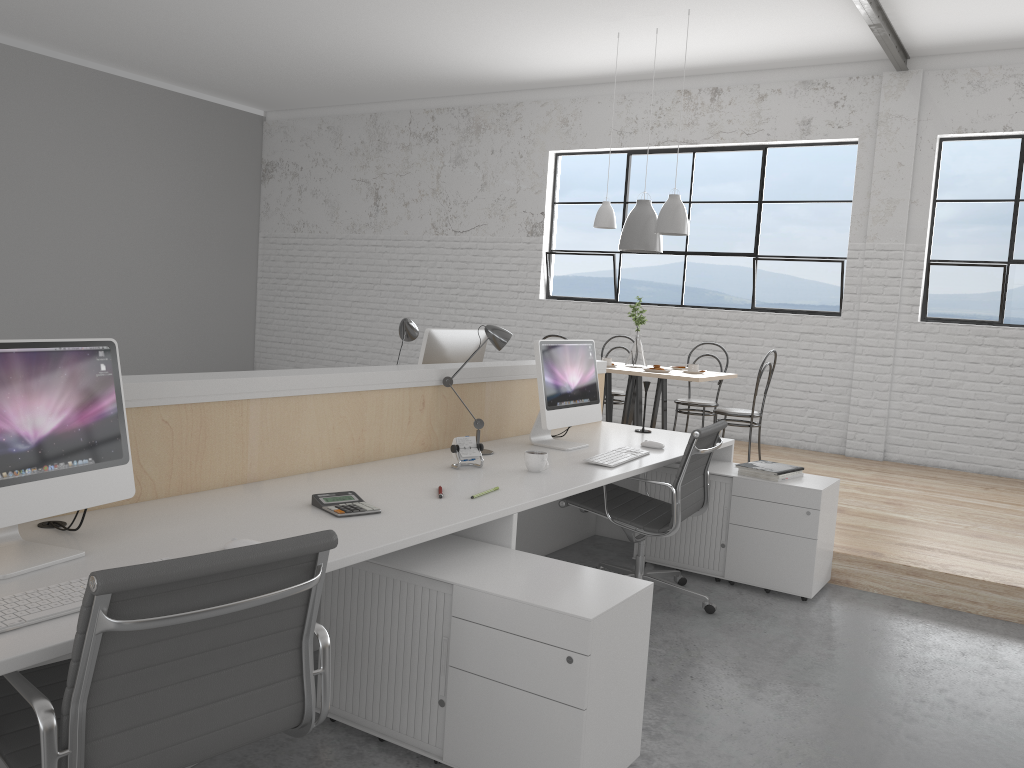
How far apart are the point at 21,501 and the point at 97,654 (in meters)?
0.45

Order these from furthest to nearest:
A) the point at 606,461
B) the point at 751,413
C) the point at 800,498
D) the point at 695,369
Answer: the point at 695,369
the point at 751,413
the point at 800,498
the point at 606,461

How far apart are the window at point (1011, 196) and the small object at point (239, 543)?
5.1 meters

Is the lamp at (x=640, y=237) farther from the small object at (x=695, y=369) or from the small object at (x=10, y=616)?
the small object at (x=10, y=616)

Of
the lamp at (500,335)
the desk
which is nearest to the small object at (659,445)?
the desk

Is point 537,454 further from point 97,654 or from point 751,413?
point 751,413

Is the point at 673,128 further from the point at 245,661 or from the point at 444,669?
the point at 245,661

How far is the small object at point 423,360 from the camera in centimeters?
329cm

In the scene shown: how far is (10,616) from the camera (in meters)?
1.21

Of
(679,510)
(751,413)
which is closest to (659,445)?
(679,510)
